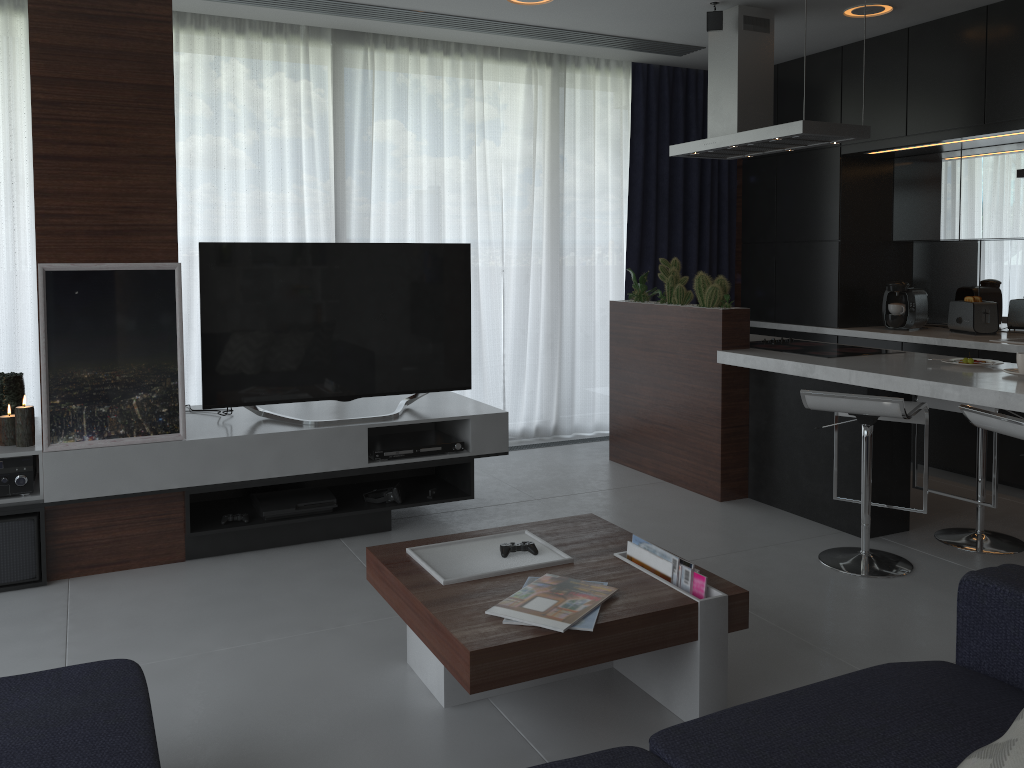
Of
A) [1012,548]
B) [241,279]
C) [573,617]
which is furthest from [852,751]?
[241,279]

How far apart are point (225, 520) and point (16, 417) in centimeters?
88cm

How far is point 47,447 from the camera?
3.31m

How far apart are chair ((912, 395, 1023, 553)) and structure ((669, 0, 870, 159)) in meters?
1.3 m

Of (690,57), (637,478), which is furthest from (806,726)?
(690,57)

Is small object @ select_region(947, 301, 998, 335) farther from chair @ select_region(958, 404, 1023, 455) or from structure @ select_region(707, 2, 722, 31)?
chair @ select_region(958, 404, 1023, 455)

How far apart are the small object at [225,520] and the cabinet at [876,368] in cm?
228

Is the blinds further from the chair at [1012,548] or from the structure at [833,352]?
the chair at [1012,548]

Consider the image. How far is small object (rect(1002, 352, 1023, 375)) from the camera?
3.4m

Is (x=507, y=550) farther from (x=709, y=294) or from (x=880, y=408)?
(x=709, y=294)
